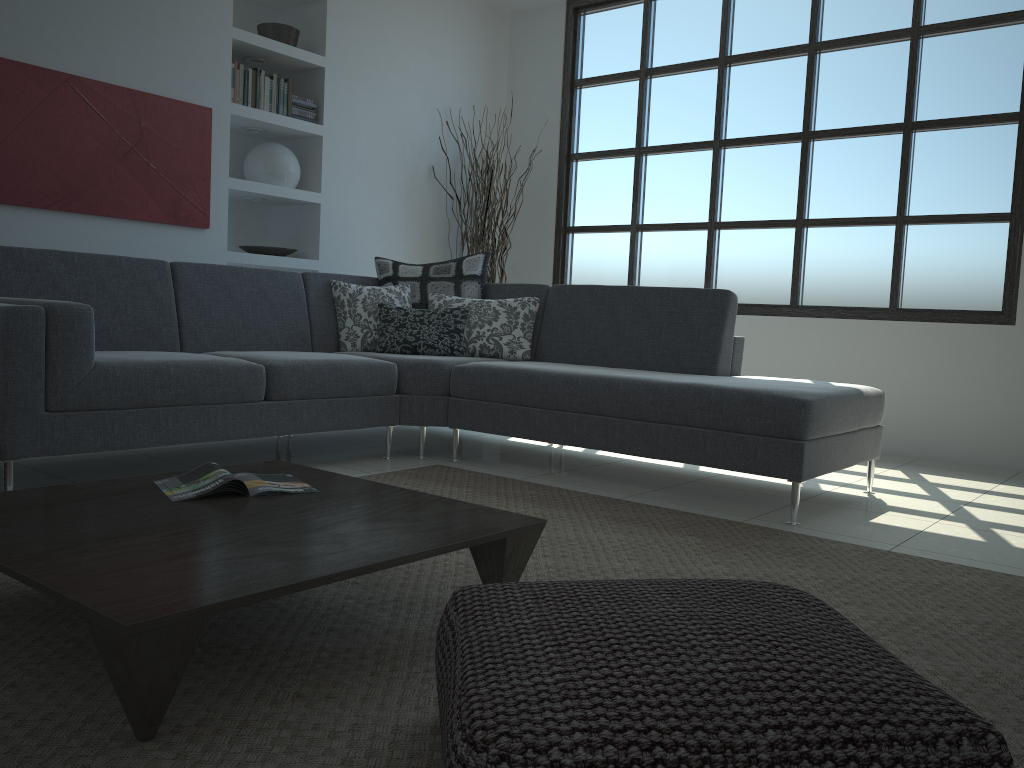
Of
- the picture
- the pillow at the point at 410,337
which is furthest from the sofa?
the picture

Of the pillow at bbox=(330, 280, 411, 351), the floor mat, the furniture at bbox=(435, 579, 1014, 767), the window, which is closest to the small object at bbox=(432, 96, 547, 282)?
the window

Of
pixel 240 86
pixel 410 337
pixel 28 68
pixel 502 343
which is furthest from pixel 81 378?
pixel 240 86

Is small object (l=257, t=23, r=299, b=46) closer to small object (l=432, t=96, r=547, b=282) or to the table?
small object (l=432, t=96, r=547, b=282)

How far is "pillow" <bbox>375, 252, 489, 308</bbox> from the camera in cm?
480

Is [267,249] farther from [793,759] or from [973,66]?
[793,759]

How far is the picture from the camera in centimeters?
410cm

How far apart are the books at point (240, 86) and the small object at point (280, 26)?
0.3m

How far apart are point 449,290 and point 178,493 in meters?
2.8

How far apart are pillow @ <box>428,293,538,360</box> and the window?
1.7m
